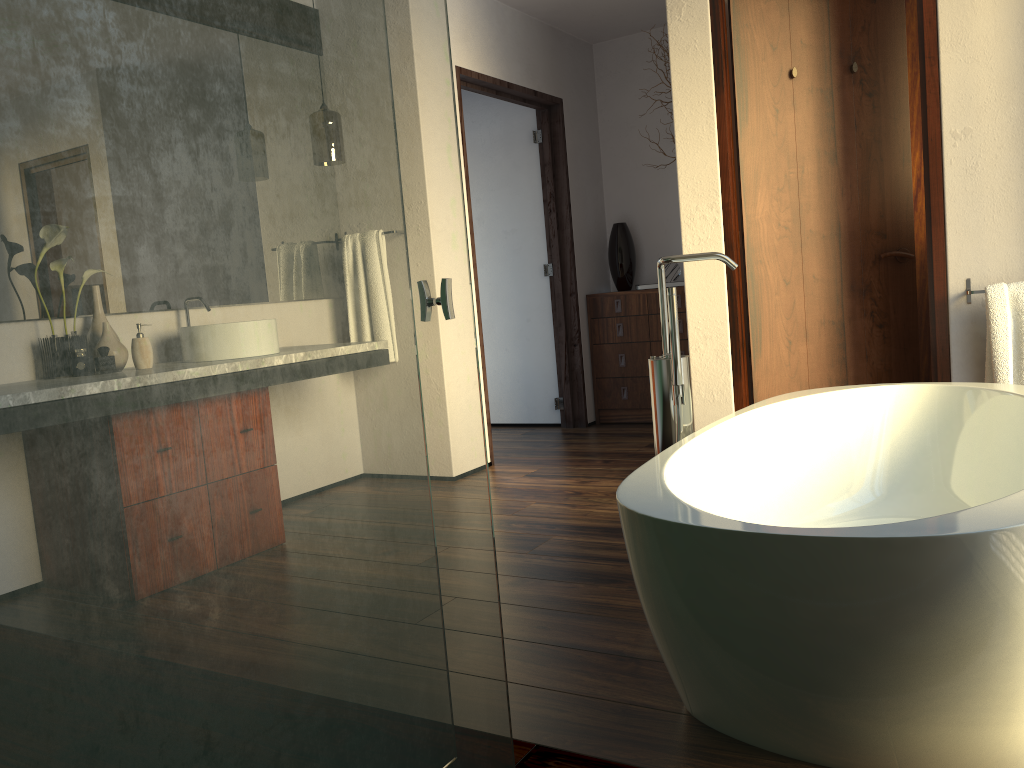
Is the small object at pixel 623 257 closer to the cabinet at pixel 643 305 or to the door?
the cabinet at pixel 643 305

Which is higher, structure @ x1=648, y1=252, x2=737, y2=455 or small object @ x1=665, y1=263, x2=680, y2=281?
small object @ x1=665, y1=263, x2=680, y2=281

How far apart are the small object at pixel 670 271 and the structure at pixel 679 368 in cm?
321

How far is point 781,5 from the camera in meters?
3.3

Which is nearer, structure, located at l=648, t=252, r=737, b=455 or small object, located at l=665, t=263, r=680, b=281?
structure, located at l=648, t=252, r=737, b=455

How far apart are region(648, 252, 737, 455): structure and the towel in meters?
1.2 m

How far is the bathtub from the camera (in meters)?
1.22

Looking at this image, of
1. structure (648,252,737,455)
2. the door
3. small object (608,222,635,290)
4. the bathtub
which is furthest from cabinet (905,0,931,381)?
structure (648,252,737,455)

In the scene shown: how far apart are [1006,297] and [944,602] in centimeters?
195cm

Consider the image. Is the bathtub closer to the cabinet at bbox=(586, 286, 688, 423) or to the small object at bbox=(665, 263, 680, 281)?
the cabinet at bbox=(586, 286, 688, 423)
